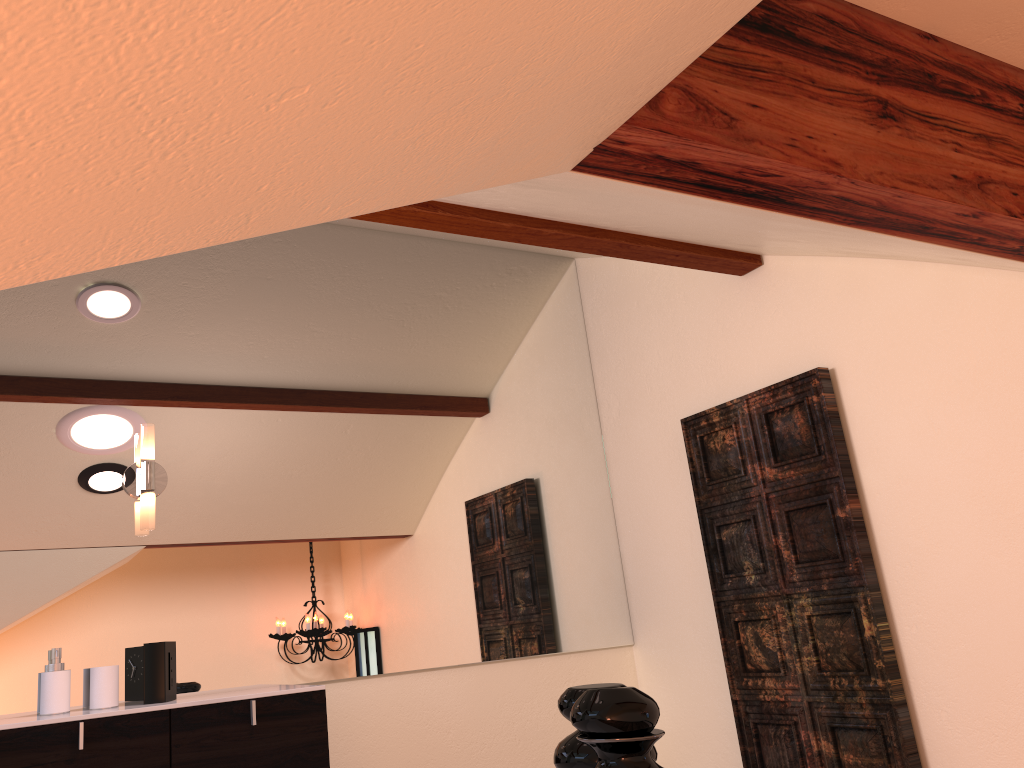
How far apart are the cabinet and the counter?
0.01m

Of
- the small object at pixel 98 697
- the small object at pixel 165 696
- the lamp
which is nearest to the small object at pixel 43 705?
the small object at pixel 98 697

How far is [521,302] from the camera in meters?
3.7

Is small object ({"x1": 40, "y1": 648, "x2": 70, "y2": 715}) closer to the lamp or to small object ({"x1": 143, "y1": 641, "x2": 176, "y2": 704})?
small object ({"x1": 143, "y1": 641, "x2": 176, "y2": 704})

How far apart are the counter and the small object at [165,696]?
0.0m

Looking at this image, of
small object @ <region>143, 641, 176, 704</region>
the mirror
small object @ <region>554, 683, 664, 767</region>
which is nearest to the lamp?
the mirror

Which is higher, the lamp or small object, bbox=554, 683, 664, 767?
the lamp

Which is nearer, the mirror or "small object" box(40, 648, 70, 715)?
"small object" box(40, 648, 70, 715)

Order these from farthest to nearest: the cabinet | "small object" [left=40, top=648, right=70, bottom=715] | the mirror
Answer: the mirror → "small object" [left=40, top=648, right=70, bottom=715] → the cabinet

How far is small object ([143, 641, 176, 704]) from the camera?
2.41m
